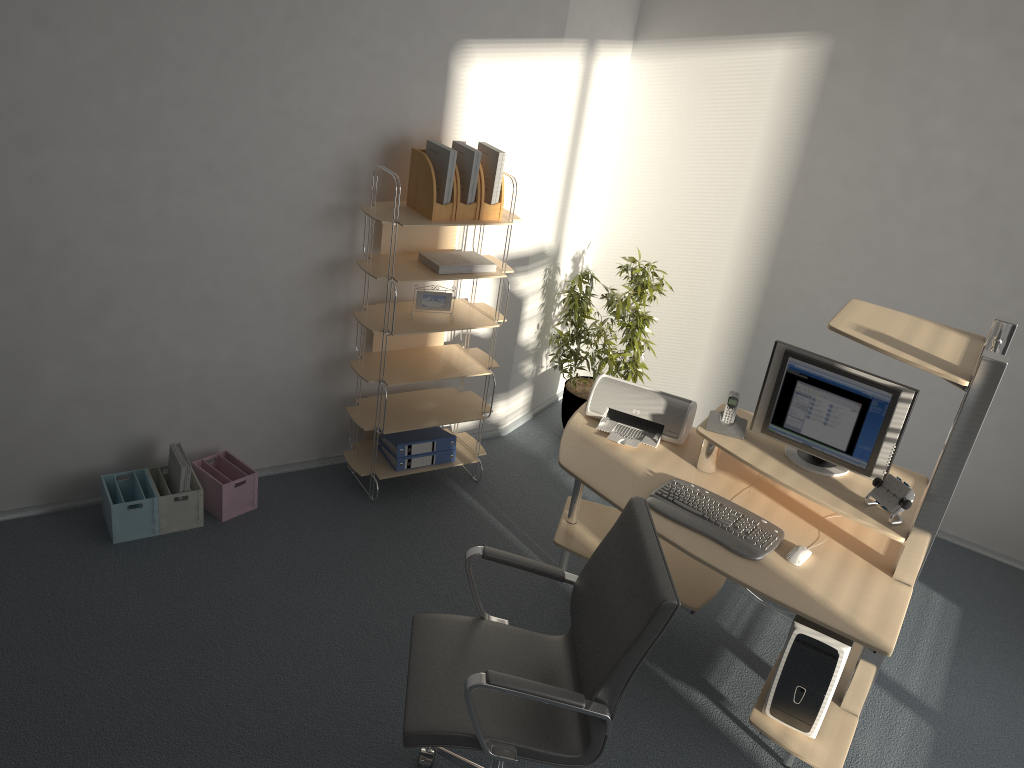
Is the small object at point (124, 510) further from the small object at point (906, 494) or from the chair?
the small object at point (906, 494)

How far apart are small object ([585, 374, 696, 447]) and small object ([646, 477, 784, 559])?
0.3m

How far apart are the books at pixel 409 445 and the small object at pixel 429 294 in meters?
0.7

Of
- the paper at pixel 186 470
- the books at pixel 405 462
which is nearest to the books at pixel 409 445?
the books at pixel 405 462

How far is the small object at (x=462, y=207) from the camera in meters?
3.9

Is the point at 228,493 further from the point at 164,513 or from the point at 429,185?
the point at 429,185

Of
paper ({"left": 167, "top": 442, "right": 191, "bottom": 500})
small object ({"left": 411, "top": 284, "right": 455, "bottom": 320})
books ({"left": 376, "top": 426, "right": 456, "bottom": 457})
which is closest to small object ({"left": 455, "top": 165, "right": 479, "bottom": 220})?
small object ({"left": 411, "top": 284, "right": 455, "bottom": 320})

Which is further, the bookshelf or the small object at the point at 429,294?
the small object at the point at 429,294

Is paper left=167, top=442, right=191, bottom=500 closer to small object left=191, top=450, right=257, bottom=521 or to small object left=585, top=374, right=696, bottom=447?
small object left=191, top=450, right=257, bottom=521

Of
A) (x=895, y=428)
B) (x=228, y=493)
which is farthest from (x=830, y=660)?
(x=228, y=493)
